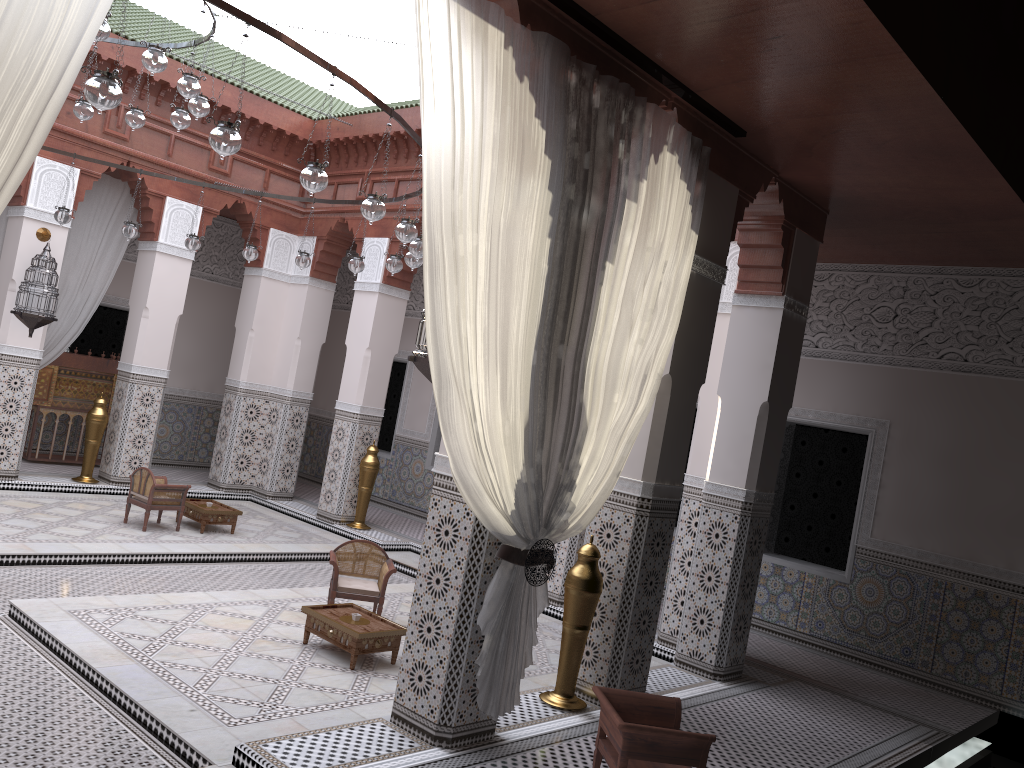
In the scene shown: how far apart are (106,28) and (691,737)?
2.53m

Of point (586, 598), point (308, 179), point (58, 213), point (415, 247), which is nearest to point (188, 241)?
point (58, 213)

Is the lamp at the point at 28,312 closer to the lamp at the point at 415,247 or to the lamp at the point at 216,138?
the lamp at the point at 415,247

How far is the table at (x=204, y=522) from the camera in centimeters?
470cm

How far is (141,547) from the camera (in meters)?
4.15

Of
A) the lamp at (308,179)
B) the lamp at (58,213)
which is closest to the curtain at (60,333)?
the lamp at (58,213)

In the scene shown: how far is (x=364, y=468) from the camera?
5.4m

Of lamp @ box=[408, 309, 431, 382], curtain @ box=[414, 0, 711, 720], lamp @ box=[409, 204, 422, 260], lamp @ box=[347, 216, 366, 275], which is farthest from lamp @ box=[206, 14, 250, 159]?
lamp @ box=[347, 216, 366, 275]

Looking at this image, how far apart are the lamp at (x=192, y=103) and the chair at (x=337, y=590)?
1.7 meters

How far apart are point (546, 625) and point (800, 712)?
1.2m
